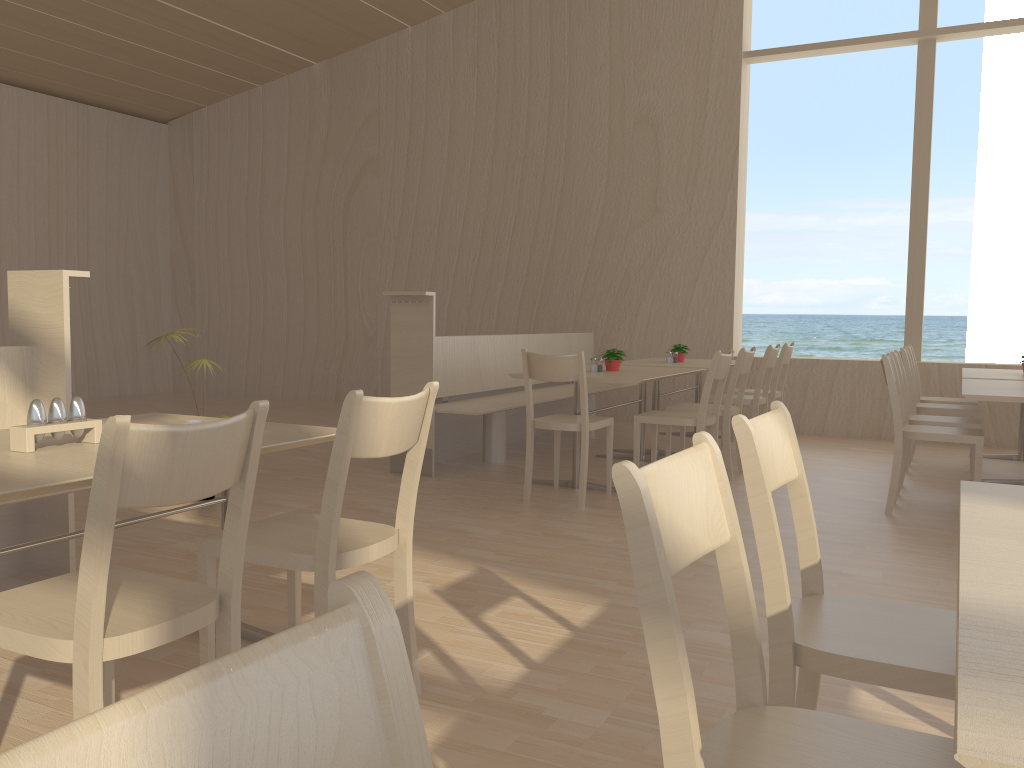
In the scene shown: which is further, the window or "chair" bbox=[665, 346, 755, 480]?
the window

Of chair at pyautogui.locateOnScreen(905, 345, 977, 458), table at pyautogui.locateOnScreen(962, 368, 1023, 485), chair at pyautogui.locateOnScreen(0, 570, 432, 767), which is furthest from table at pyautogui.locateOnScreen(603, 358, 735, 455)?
chair at pyautogui.locateOnScreen(0, 570, 432, 767)

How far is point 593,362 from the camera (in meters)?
5.32

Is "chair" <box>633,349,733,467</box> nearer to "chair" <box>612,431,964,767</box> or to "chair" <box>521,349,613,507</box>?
"chair" <box>521,349,613,507</box>

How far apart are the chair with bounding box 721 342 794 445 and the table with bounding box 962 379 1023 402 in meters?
1.7 m

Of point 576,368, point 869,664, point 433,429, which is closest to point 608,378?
point 576,368

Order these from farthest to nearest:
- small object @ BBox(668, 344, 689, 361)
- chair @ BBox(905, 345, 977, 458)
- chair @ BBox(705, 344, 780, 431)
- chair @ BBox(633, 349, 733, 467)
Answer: small object @ BBox(668, 344, 689, 361), chair @ BBox(905, 345, 977, 458), chair @ BBox(705, 344, 780, 431), chair @ BBox(633, 349, 733, 467)

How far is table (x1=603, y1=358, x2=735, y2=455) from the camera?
6.2m

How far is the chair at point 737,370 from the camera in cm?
521

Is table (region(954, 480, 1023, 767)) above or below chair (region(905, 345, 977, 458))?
above
